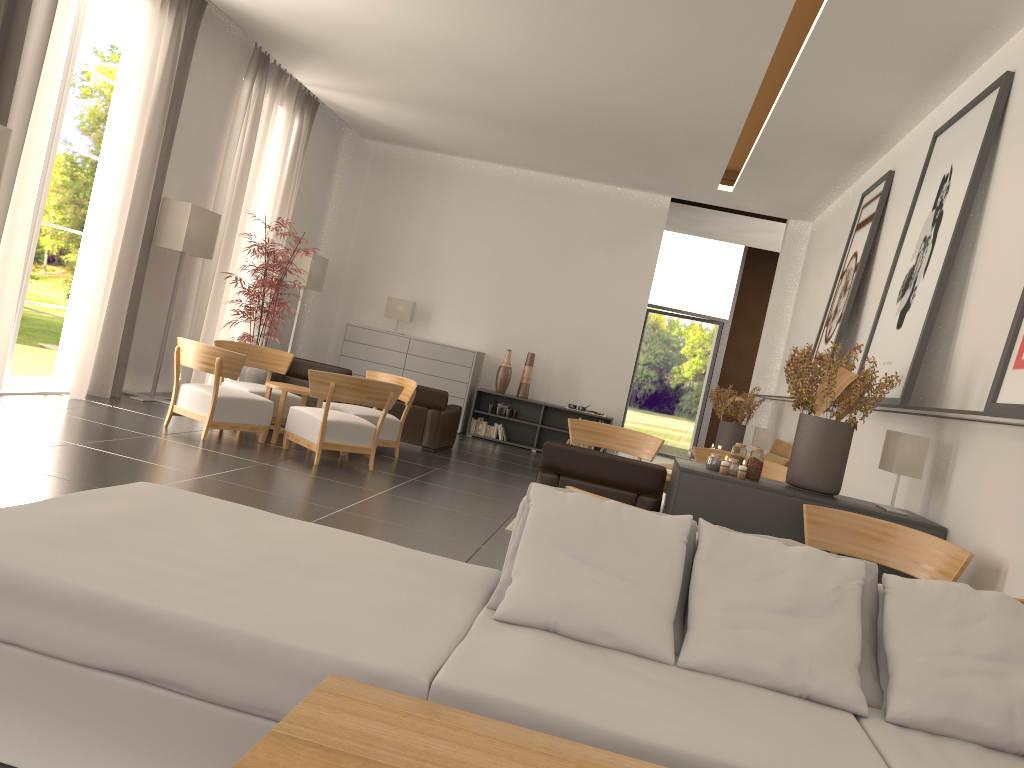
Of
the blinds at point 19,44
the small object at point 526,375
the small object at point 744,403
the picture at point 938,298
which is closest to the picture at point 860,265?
the picture at point 938,298

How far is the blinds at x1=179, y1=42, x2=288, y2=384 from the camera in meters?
15.7 m

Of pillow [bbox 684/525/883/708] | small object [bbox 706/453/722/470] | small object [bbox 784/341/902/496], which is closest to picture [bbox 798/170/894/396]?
small object [bbox 784/341/902/496]

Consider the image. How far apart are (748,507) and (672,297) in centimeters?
1863cm

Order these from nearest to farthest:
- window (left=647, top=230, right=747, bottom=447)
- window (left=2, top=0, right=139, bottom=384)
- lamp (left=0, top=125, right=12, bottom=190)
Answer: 1. lamp (left=0, top=125, right=12, bottom=190)
2. window (left=2, top=0, right=139, bottom=384)
3. window (left=647, top=230, right=747, bottom=447)

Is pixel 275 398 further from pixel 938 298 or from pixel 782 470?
pixel 938 298

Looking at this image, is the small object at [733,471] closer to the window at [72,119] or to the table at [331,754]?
the table at [331,754]

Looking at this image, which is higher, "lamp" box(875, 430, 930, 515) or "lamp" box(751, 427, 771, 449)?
"lamp" box(875, 430, 930, 515)

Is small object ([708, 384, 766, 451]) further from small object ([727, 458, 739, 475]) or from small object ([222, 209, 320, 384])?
small object ([727, 458, 739, 475])

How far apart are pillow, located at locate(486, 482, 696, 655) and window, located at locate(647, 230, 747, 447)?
22.2m
